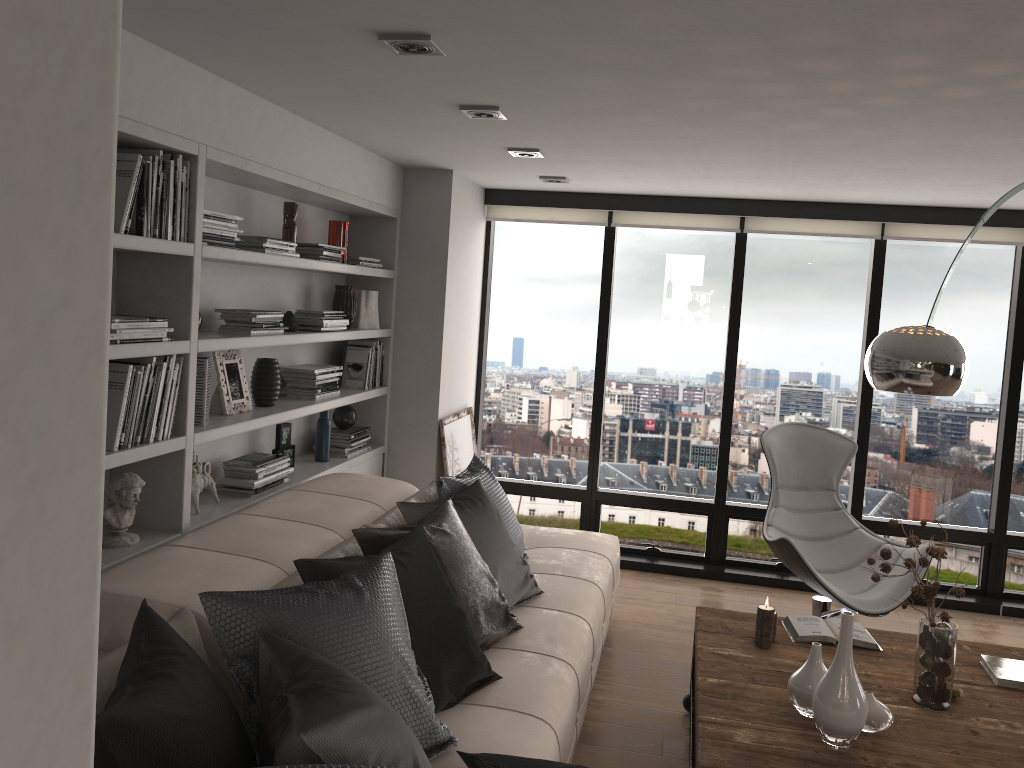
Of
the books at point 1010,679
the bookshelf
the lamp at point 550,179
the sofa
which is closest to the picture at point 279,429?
the bookshelf

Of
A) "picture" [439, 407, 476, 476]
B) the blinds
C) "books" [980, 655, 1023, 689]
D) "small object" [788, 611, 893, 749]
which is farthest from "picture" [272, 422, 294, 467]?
"books" [980, 655, 1023, 689]

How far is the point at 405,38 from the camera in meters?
2.5

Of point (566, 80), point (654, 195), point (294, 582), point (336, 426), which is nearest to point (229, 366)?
point (294, 582)

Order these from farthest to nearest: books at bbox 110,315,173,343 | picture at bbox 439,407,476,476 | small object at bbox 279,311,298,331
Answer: picture at bbox 439,407,476,476
small object at bbox 279,311,298,331
books at bbox 110,315,173,343

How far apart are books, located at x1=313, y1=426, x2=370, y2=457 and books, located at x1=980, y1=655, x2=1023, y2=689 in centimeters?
311cm

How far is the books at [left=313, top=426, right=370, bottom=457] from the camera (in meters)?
4.80

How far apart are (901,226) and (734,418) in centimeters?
157cm

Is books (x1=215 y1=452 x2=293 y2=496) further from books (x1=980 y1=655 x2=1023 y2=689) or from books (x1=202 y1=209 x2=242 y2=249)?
books (x1=980 y1=655 x2=1023 y2=689)

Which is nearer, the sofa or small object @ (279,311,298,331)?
the sofa
